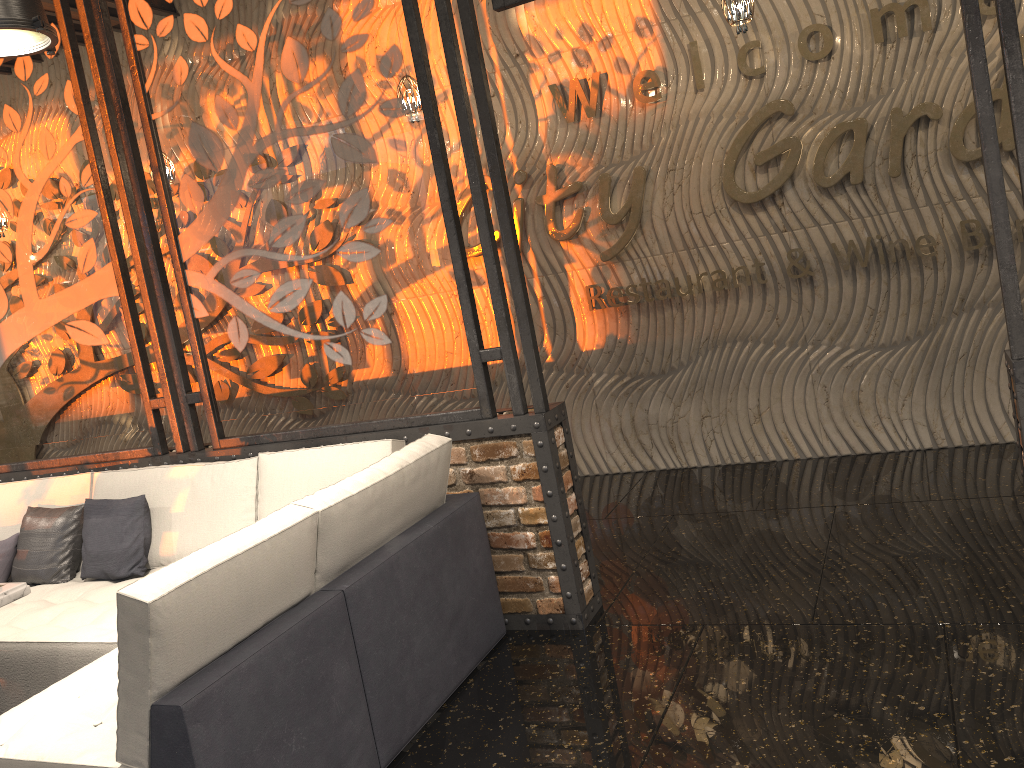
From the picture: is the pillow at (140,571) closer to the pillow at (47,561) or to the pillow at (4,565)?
the pillow at (47,561)

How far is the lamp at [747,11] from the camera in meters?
4.2

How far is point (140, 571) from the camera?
4.2m

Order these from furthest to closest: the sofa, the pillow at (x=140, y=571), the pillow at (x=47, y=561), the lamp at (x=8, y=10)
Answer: the pillow at (x=47, y=561) < the pillow at (x=140, y=571) < the lamp at (x=8, y=10) < the sofa

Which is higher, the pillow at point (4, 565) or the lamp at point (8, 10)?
the lamp at point (8, 10)

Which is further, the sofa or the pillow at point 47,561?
the pillow at point 47,561

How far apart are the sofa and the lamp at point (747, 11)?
2.5 meters

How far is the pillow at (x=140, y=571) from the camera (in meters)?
4.20

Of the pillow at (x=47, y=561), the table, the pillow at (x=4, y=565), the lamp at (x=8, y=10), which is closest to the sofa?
the pillow at (x=47, y=561)

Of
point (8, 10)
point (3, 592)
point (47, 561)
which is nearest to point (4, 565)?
point (47, 561)
